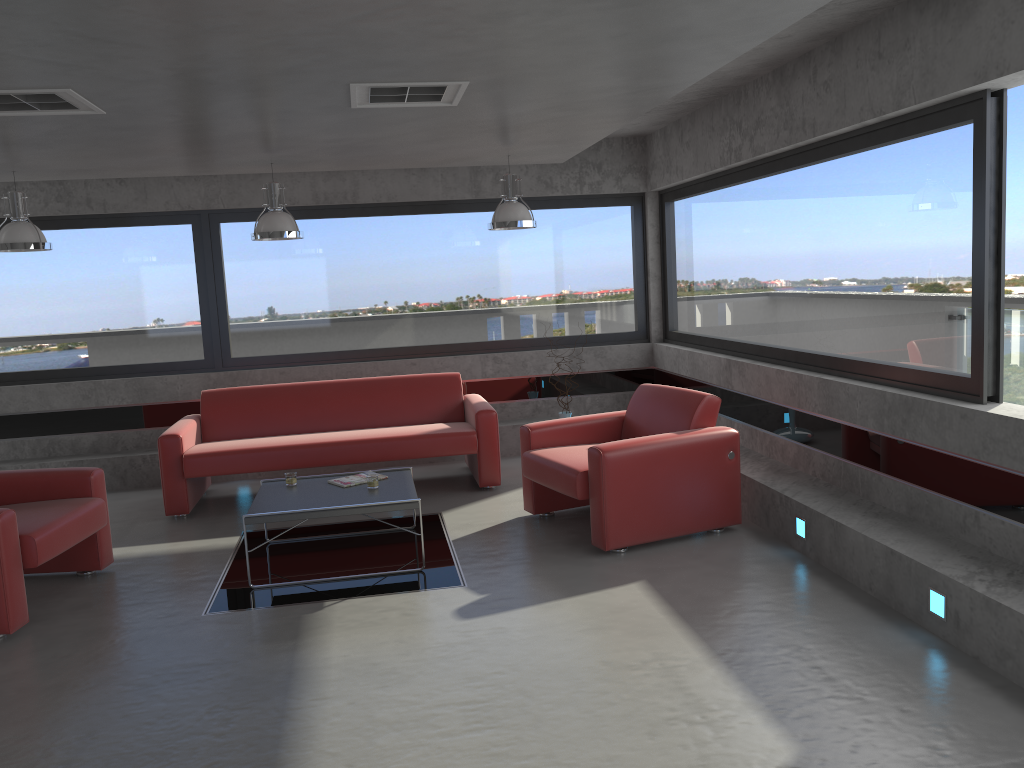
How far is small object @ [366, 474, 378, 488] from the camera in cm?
560

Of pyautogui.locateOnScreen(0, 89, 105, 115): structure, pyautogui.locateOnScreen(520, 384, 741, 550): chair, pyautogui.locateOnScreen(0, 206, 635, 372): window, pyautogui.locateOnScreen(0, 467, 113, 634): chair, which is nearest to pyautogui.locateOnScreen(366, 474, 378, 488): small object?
pyautogui.locateOnScreen(520, 384, 741, 550): chair

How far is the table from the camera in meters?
5.1 m

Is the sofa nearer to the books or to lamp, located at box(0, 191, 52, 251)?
the books

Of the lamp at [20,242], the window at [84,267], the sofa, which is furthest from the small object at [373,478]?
Answer: the window at [84,267]

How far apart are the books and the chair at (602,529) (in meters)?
1.09

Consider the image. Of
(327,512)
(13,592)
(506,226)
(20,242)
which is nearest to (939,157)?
(506,226)

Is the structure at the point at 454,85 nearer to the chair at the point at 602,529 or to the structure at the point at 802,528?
the chair at the point at 602,529

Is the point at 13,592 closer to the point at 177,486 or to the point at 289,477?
the point at 289,477

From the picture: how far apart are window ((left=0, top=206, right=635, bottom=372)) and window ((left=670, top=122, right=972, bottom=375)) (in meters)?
0.50
